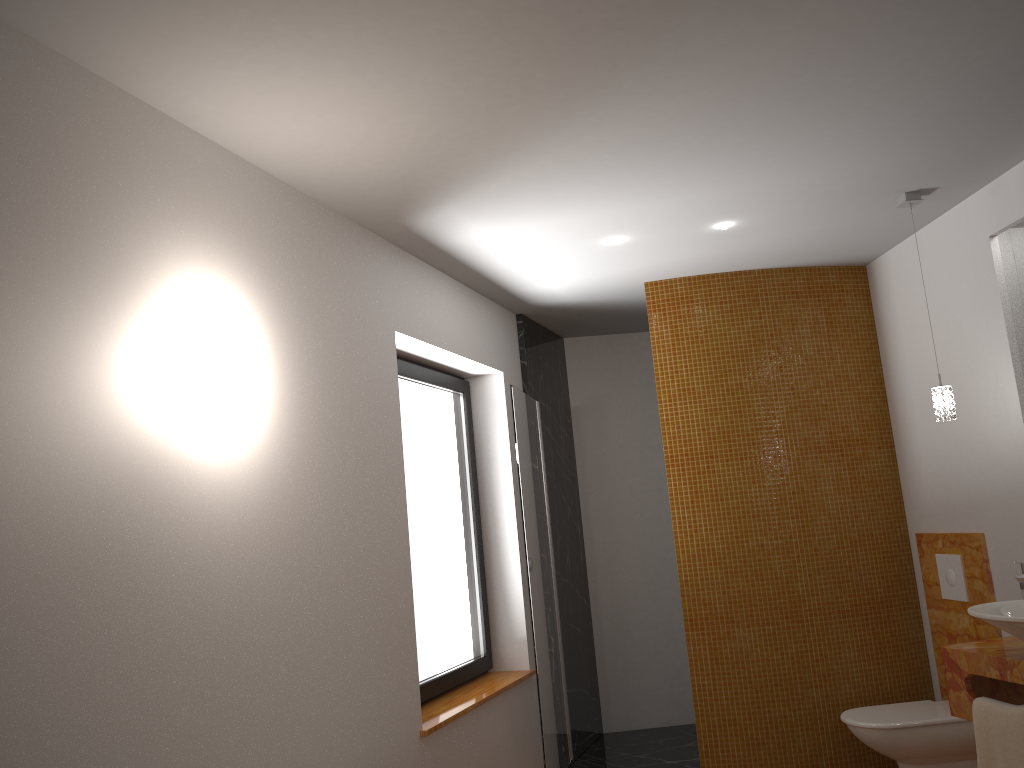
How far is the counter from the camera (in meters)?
2.83

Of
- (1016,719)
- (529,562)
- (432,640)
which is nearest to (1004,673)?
(1016,719)

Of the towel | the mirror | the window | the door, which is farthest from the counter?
the window

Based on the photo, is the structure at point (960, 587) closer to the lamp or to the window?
the lamp

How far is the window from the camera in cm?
383

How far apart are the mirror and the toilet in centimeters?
184cm

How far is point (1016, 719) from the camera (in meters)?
2.76

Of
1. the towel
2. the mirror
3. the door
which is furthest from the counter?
the door

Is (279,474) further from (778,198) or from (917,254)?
(917,254)

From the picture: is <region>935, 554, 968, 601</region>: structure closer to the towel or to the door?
the towel
